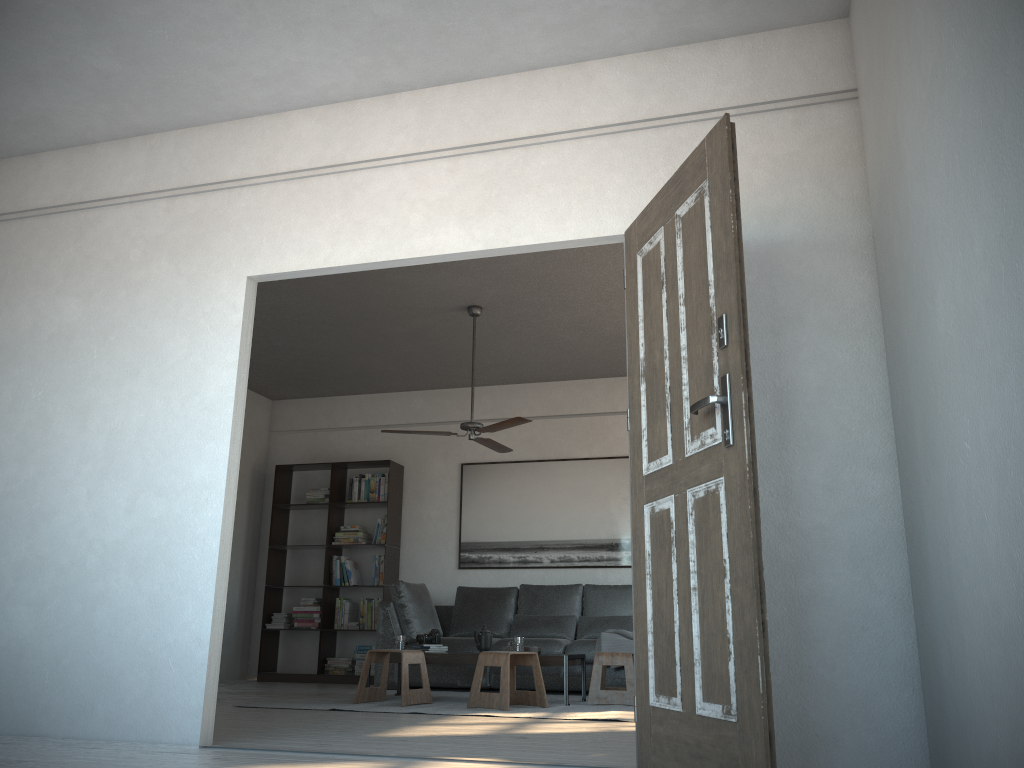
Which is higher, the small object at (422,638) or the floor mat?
the small object at (422,638)

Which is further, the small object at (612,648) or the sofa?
the sofa

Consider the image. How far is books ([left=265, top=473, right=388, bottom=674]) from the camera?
8.42m

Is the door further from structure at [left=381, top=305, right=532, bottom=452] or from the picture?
the picture

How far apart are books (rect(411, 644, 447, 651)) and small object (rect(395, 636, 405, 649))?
0.2m

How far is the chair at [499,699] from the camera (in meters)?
5.42

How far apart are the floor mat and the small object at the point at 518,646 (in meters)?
0.42

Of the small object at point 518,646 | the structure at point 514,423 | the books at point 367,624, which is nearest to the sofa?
the books at point 367,624

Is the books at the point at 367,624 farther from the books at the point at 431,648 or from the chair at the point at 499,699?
the chair at the point at 499,699

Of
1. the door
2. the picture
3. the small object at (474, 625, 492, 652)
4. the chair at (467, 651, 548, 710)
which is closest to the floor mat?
the chair at (467, 651, 548, 710)
